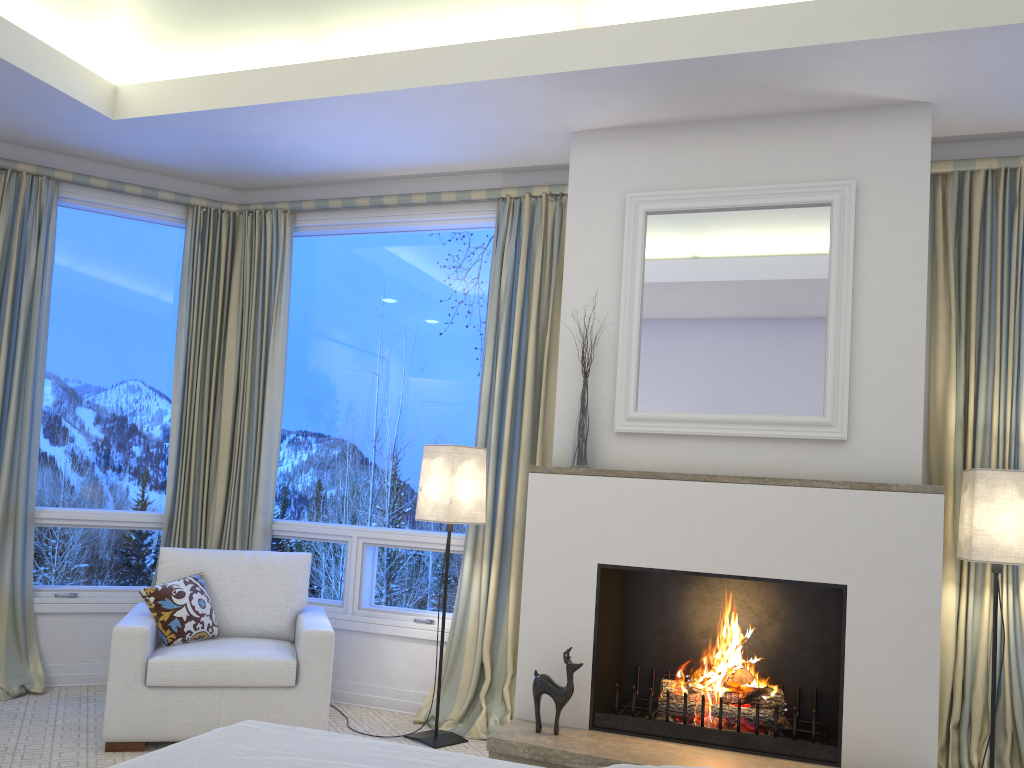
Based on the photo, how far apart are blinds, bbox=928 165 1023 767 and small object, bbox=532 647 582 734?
1.35m

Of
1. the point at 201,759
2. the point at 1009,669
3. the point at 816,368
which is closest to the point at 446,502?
the point at 816,368

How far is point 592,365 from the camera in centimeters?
Result: 349cm

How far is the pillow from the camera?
3.4m

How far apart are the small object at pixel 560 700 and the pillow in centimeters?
135cm

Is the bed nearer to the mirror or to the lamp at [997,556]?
the mirror

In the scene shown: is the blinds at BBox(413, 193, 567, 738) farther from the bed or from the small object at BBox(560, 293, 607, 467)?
the bed

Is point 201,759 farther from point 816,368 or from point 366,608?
point 366,608

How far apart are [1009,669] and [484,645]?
2.0 meters

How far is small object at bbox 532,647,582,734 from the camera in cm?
310
